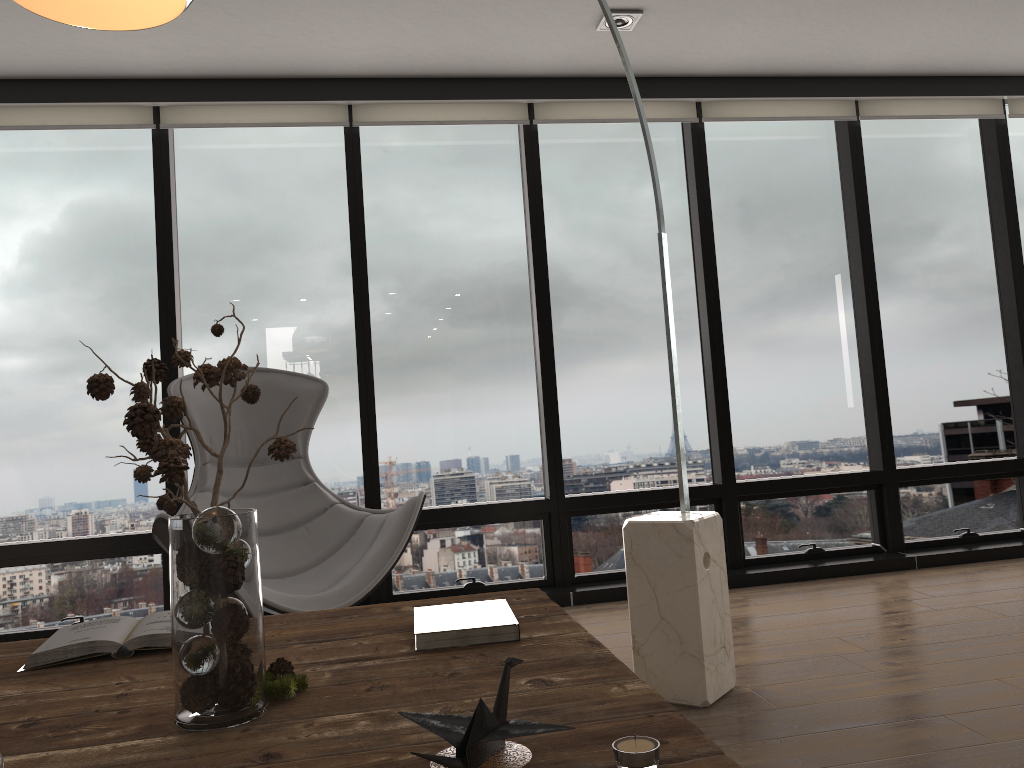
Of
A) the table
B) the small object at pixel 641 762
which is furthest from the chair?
the small object at pixel 641 762

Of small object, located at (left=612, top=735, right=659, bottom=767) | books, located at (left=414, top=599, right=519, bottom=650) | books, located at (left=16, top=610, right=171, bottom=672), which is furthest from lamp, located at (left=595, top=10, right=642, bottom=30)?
small object, located at (left=612, top=735, right=659, bottom=767)

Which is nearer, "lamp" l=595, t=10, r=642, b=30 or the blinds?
"lamp" l=595, t=10, r=642, b=30

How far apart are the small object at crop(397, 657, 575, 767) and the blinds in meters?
3.4

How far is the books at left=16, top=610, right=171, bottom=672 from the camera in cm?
157

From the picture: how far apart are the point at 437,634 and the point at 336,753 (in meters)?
0.47

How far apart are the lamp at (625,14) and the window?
0.7m

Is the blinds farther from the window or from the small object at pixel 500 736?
the small object at pixel 500 736

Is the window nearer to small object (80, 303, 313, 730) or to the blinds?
the blinds

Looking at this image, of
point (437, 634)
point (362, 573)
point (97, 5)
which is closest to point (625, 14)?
point (362, 573)
